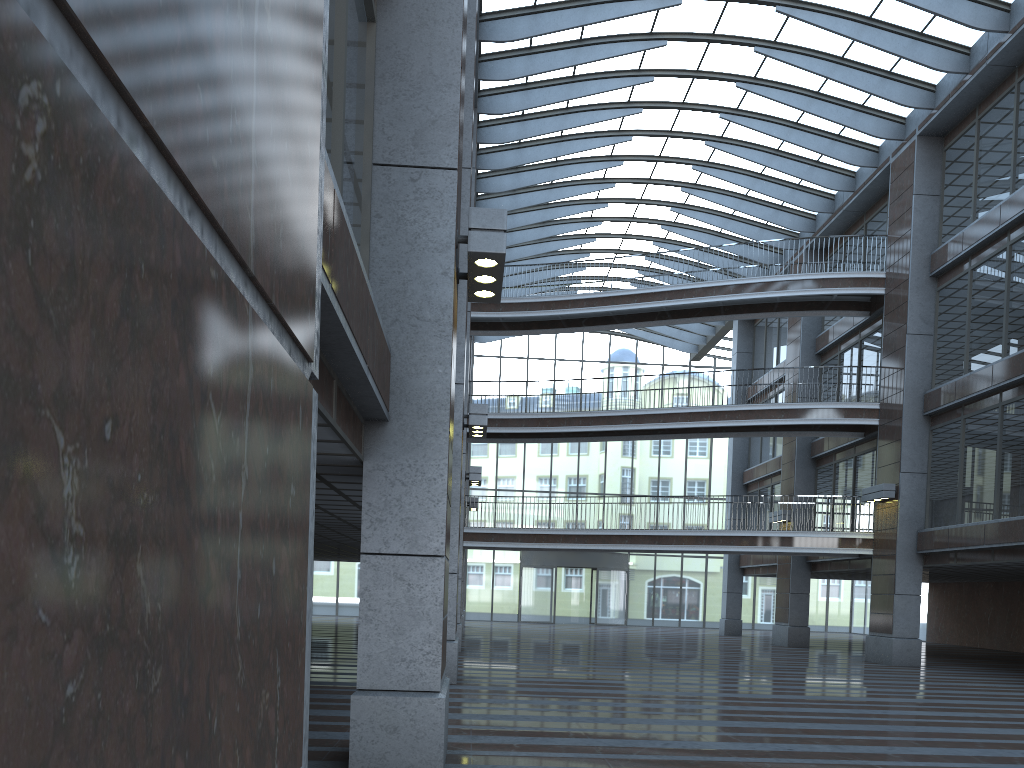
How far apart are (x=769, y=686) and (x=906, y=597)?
8.79m

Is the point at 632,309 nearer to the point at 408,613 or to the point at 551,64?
the point at 551,64
